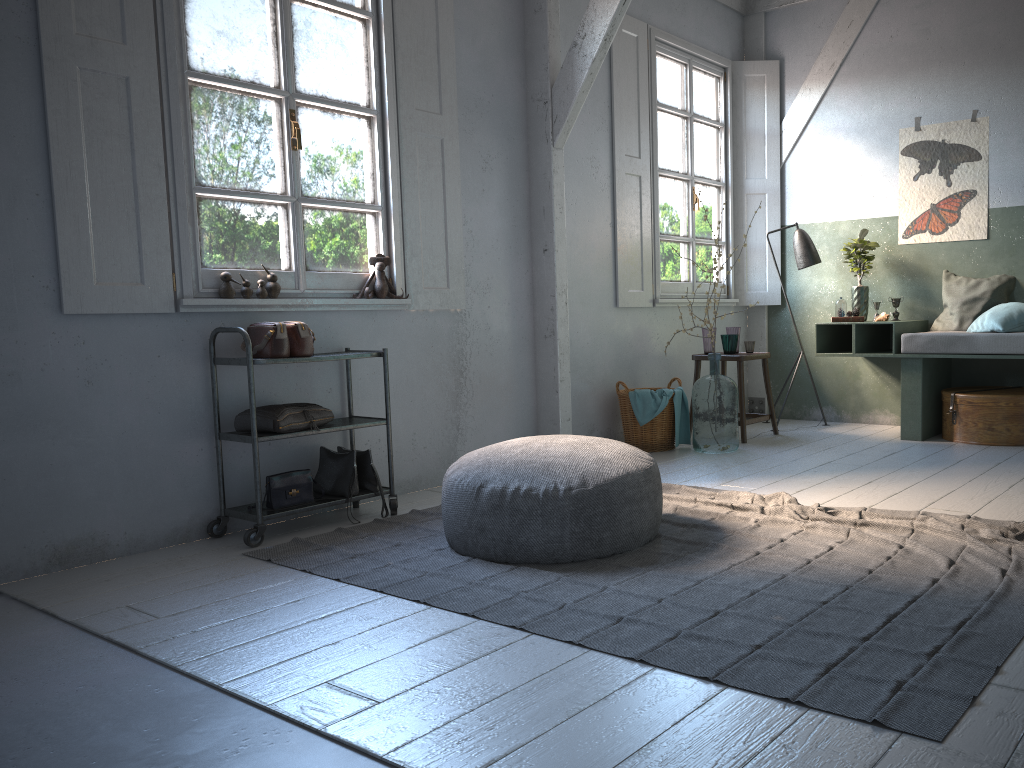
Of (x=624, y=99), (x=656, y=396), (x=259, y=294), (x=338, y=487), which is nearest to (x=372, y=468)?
(x=338, y=487)

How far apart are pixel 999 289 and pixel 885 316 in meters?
0.8 m

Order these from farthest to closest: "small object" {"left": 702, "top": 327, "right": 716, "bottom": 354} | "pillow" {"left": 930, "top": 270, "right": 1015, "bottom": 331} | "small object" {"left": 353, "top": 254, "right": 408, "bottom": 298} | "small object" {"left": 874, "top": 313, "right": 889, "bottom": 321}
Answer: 1. "small object" {"left": 702, "top": 327, "right": 716, "bottom": 354}
2. "small object" {"left": 874, "top": 313, "right": 889, "bottom": 321}
3. "pillow" {"left": 930, "top": 270, "right": 1015, "bottom": 331}
4. "small object" {"left": 353, "top": 254, "right": 408, "bottom": 298}

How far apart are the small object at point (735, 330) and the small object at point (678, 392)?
0.8m

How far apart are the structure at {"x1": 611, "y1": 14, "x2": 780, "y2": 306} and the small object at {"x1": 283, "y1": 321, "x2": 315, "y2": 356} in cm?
291

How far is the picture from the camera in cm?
672

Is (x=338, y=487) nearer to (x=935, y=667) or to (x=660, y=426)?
(x=660, y=426)

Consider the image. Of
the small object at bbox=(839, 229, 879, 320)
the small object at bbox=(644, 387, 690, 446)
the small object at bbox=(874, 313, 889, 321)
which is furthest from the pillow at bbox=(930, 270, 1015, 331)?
the small object at bbox=(644, 387, 690, 446)

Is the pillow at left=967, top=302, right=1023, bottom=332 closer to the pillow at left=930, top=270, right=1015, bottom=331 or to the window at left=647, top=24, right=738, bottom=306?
the pillow at left=930, top=270, right=1015, bottom=331

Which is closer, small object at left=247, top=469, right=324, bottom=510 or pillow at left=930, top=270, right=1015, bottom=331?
small object at left=247, top=469, right=324, bottom=510
